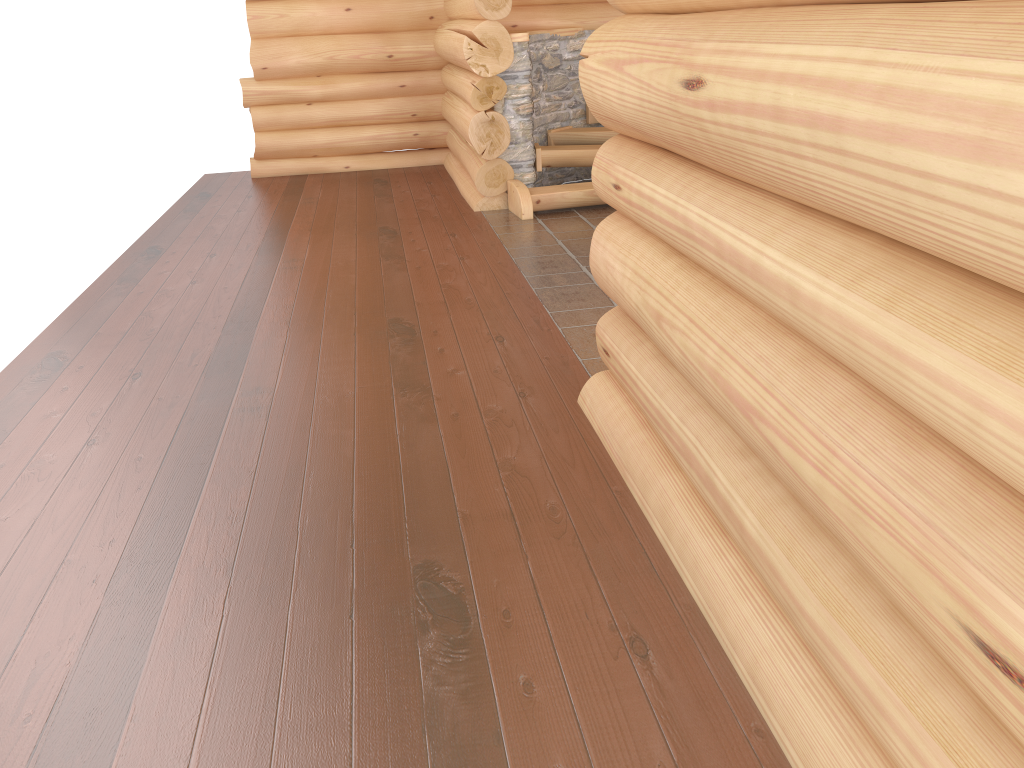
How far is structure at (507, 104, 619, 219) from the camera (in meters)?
7.75

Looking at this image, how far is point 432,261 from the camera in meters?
6.6

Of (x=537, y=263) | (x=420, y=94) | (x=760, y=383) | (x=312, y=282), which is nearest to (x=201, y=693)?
(x=760, y=383)

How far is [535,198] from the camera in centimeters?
775cm

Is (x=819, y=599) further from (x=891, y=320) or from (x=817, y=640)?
(x=891, y=320)
